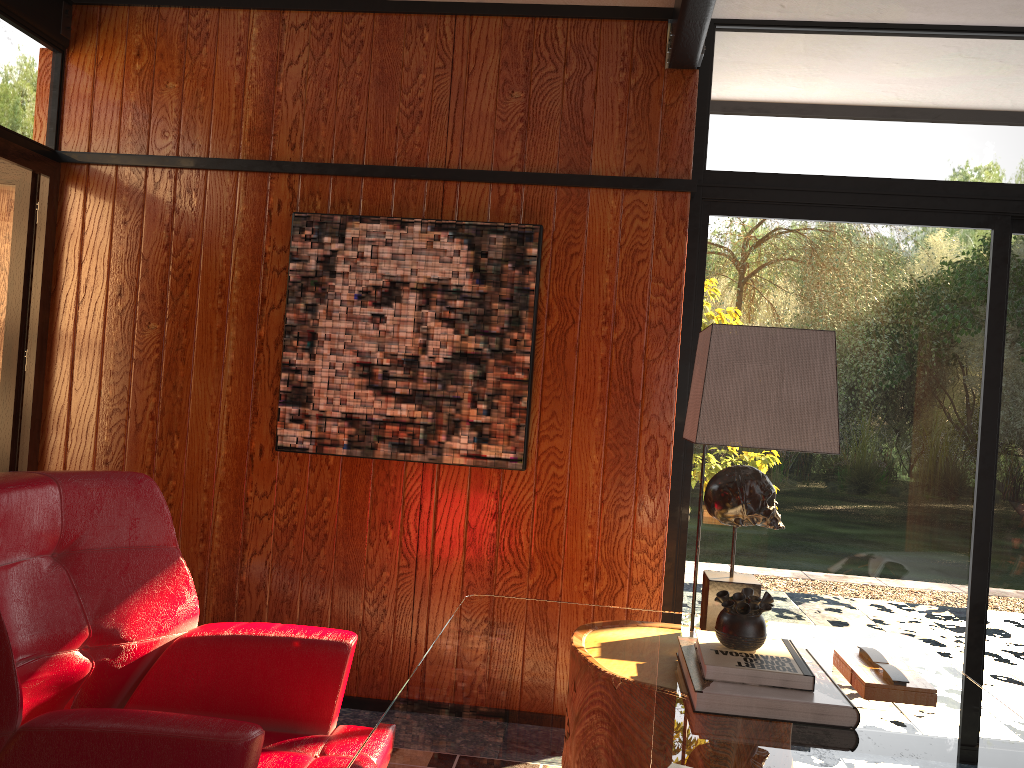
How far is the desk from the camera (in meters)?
1.37

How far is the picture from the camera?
3.1m

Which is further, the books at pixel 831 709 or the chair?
the books at pixel 831 709

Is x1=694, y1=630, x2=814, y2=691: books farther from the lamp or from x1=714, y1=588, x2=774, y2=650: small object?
the lamp

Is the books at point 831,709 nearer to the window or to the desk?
the desk

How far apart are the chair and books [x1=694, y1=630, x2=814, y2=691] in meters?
0.7 m

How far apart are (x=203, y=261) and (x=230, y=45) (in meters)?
0.81

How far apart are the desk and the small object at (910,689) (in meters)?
0.01

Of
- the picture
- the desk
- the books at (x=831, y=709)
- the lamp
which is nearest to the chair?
the desk

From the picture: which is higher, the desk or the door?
the door
